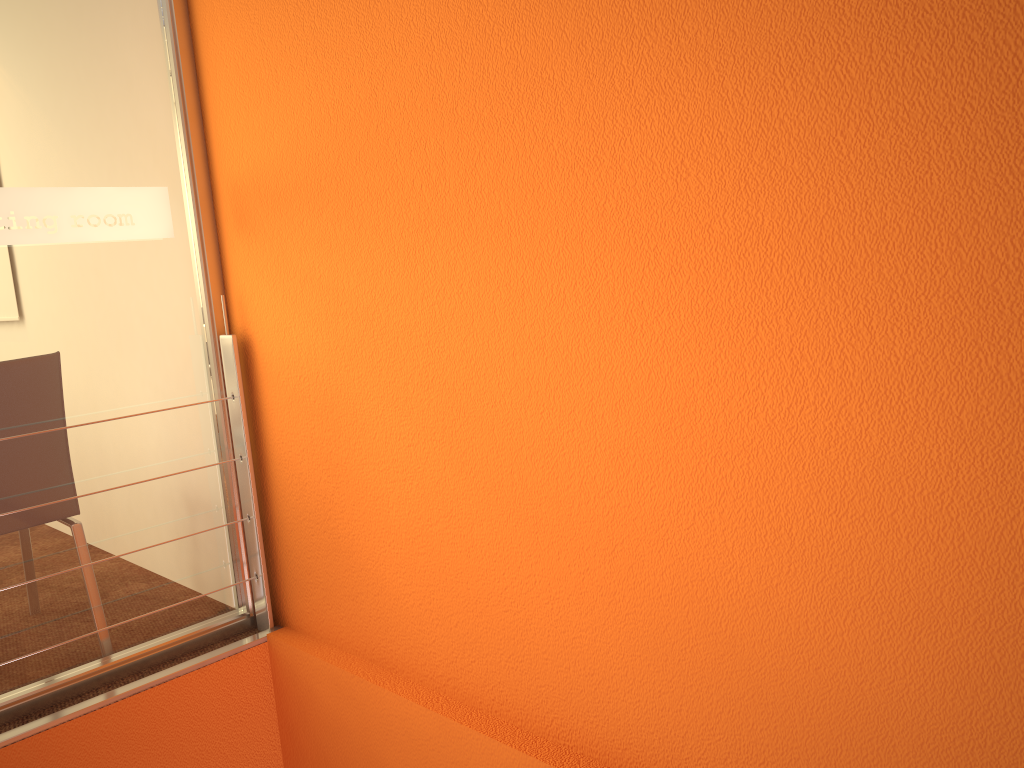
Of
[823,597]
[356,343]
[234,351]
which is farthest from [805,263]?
[234,351]

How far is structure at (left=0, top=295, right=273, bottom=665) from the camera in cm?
224

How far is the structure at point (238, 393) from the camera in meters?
2.2

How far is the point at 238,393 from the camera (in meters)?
2.24
